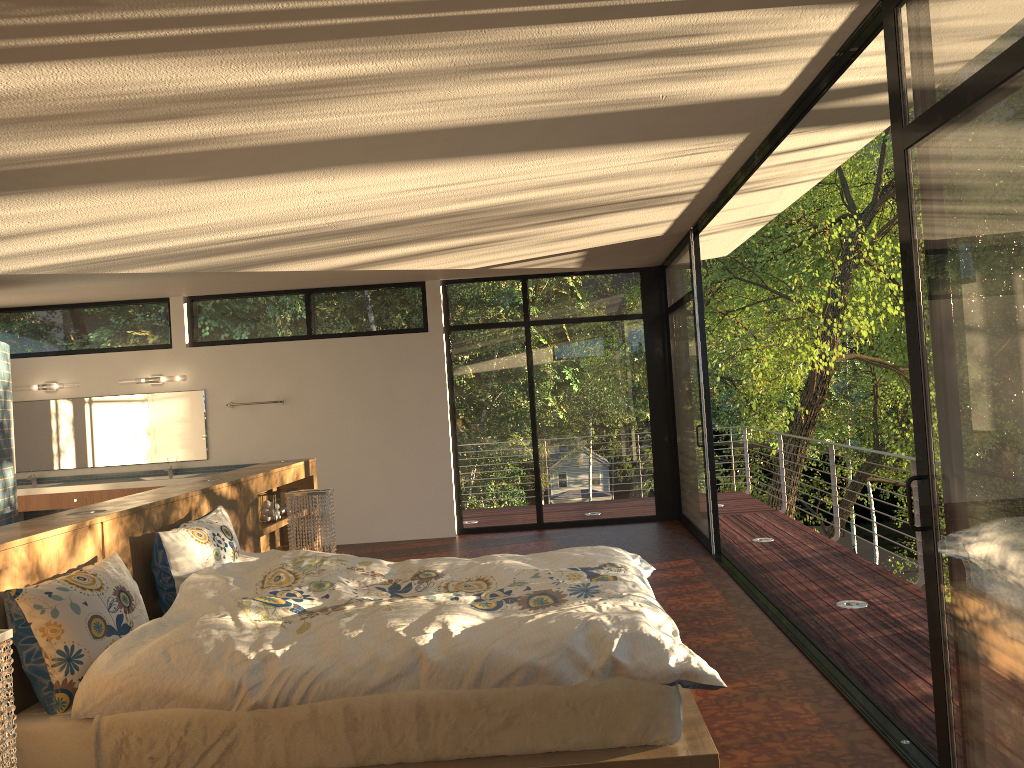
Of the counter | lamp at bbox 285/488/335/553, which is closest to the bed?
lamp at bbox 285/488/335/553

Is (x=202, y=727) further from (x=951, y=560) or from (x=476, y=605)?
(x=951, y=560)

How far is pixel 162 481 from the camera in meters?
8.1 m

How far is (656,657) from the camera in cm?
262

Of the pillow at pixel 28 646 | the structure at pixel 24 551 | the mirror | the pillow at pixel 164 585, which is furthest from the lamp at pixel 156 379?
the pillow at pixel 28 646

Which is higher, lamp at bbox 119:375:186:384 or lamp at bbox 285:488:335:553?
lamp at bbox 119:375:186:384

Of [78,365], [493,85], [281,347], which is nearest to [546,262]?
[281,347]

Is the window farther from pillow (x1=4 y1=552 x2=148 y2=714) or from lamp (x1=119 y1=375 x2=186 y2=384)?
pillow (x1=4 y1=552 x2=148 y2=714)

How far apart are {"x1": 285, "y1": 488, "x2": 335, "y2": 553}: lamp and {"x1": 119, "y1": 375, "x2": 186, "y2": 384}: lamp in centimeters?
413cm

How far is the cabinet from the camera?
8.1m
